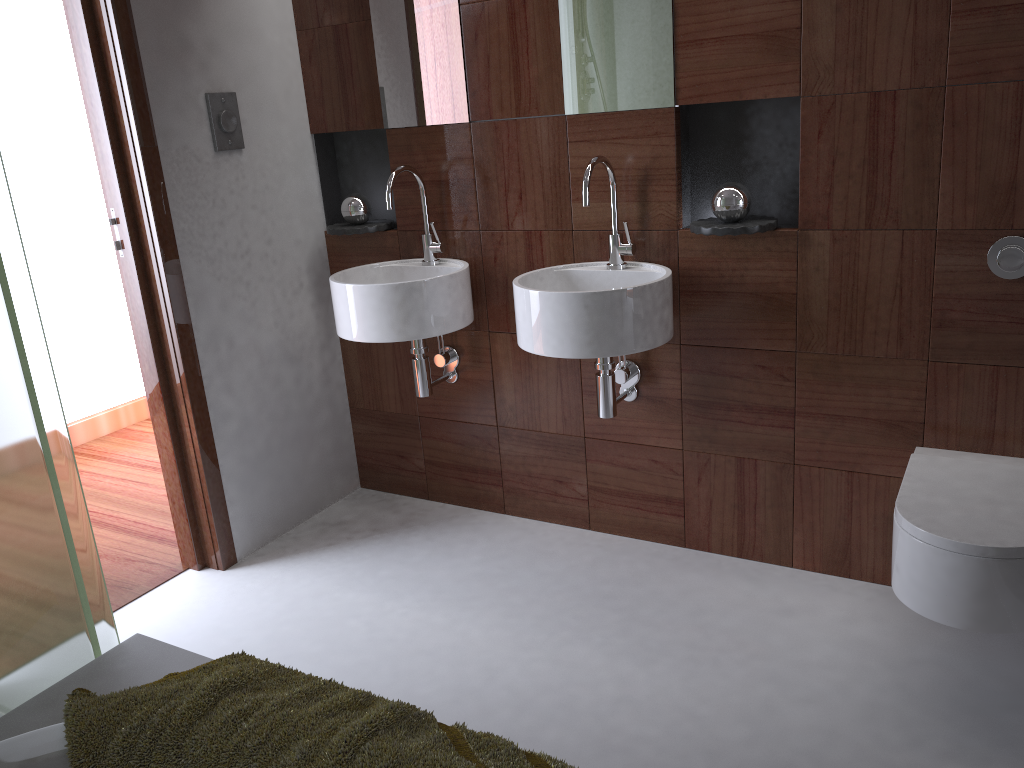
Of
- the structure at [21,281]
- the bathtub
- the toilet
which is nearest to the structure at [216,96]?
the structure at [21,281]

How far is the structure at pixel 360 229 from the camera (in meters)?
2.83

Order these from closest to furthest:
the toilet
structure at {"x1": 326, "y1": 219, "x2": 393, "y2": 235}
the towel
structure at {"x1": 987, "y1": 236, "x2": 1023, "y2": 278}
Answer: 1. the towel
2. the toilet
3. structure at {"x1": 987, "y1": 236, "x2": 1023, "y2": 278}
4. structure at {"x1": 326, "y1": 219, "x2": 393, "y2": 235}

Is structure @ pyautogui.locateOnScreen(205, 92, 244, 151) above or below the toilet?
above

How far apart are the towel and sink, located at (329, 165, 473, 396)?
1.2 meters

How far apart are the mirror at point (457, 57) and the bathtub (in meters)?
1.90

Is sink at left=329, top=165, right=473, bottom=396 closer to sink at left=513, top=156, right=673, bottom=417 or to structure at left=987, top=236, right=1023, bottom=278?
sink at left=513, top=156, right=673, bottom=417

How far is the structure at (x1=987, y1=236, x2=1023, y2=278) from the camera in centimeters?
197cm

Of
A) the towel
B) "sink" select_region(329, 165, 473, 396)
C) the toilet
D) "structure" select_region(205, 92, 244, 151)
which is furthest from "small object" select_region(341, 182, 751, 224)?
the towel

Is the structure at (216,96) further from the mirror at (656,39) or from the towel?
the towel
